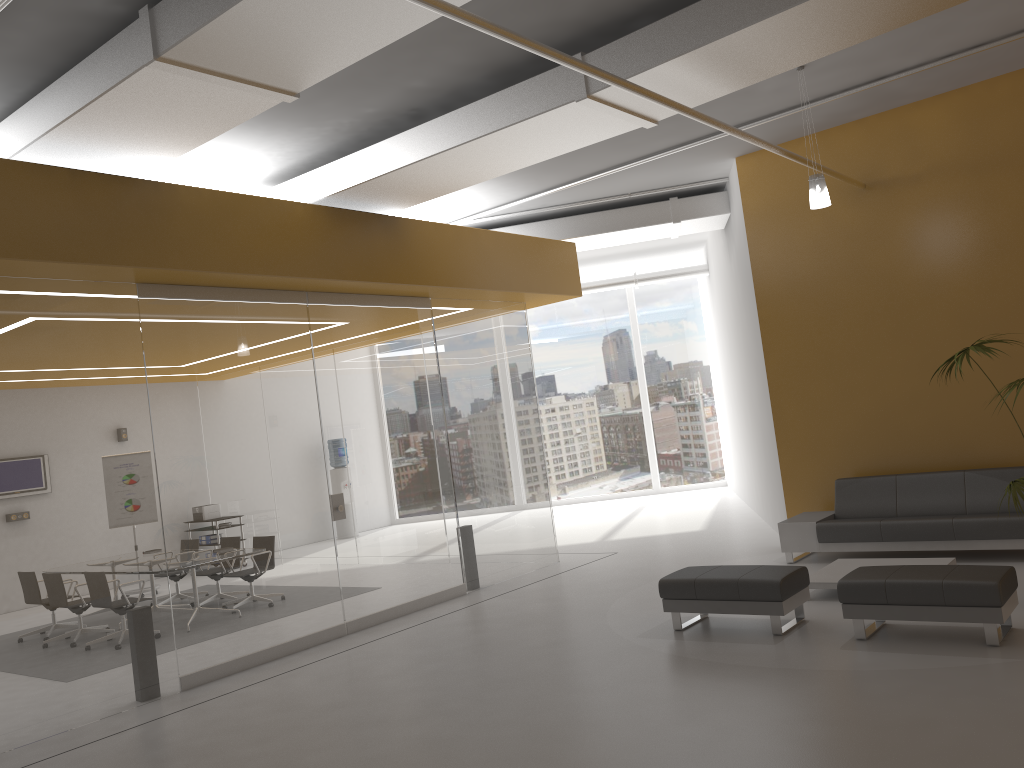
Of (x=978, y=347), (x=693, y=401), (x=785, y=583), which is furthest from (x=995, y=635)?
(x=693, y=401)

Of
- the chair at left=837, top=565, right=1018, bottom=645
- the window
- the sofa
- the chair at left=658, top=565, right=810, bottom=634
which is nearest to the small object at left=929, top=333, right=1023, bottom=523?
the chair at left=837, top=565, right=1018, bottom=645

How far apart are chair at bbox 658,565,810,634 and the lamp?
3.1m

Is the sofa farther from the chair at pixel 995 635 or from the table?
the chair at pixel 995 635

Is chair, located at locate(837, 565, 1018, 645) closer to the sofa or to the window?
the sofa

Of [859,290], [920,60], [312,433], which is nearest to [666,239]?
[859,290]

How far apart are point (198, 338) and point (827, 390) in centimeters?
652cm

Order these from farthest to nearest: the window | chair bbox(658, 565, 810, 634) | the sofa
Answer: the window < the sofa < chair bbox(658, 565, 810, 634)

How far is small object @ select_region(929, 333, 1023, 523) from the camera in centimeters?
644cm

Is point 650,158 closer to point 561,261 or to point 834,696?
point 561,261
